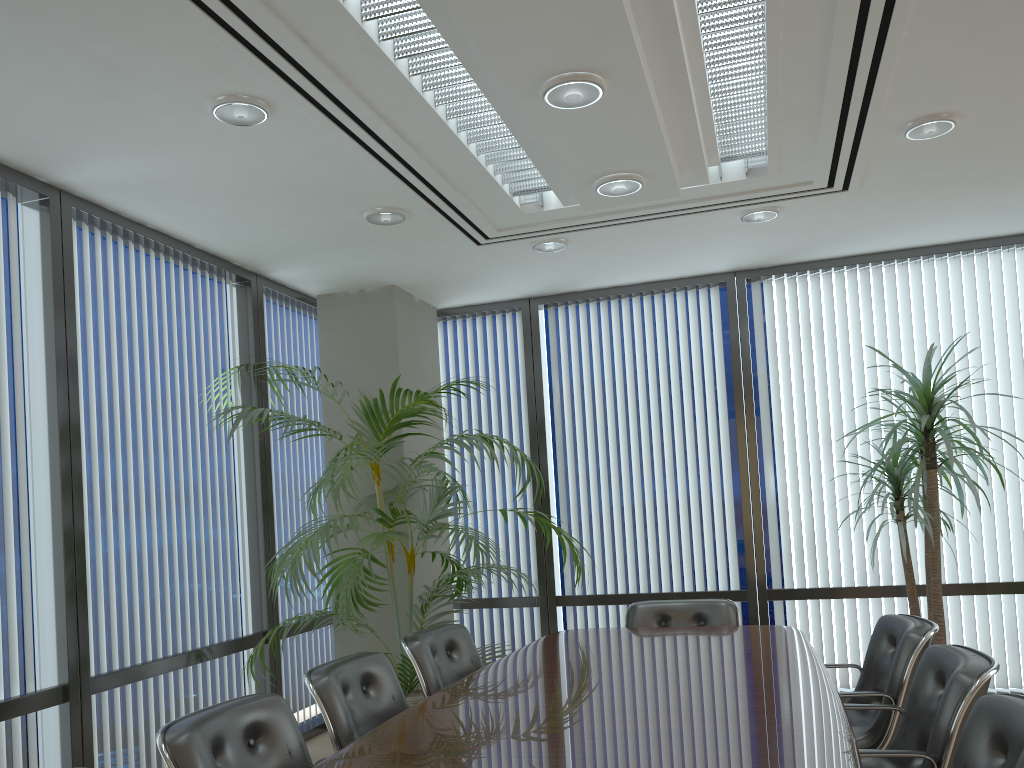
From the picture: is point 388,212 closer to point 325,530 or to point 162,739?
point 325,530

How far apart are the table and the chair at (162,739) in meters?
0.3

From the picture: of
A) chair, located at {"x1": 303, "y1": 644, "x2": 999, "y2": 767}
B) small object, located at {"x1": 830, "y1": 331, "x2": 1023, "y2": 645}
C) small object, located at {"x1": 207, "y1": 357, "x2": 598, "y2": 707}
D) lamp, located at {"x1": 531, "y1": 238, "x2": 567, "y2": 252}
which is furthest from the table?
lamp, located at {"x1": 531, "y1": 238, "x2": 567, "y2": 252}

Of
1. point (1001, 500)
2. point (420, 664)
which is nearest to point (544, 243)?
point (420, 664)

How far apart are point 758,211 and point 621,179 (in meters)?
1.46

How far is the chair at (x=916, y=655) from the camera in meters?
3.5

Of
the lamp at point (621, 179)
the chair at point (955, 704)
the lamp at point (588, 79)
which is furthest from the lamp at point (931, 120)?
the chair at point (955, 704)

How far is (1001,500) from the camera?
5.81m

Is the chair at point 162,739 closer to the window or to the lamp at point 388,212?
the window

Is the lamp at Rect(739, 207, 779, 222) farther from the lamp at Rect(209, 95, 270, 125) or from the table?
the lamp at Rect(209, 95, 270, 125)
